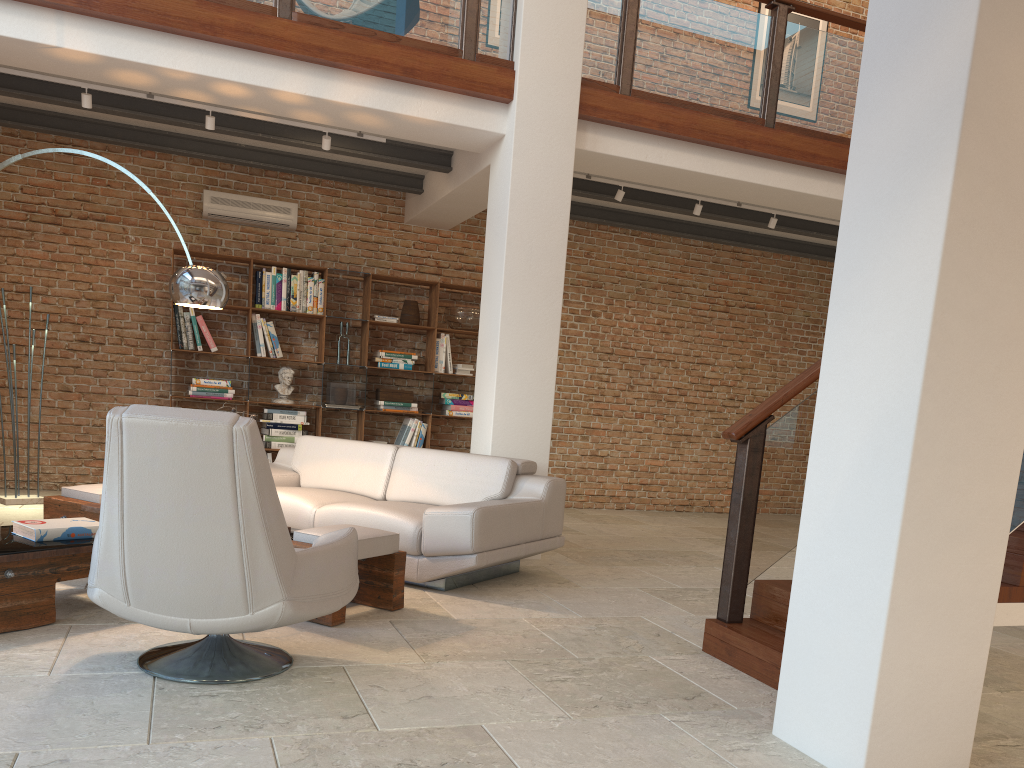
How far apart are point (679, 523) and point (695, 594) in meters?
3.7 m

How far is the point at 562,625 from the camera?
4.3m

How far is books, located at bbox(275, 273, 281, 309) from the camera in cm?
817

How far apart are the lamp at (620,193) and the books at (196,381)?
3.92m

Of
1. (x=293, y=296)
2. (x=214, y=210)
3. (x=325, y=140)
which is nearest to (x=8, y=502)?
(x=293, y=296)

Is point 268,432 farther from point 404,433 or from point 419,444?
point 419,444

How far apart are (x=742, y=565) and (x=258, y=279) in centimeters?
564cm

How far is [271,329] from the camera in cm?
813

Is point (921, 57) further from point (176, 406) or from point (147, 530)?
point (176, 406)

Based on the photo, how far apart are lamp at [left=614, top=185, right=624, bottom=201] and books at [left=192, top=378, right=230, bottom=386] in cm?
392
